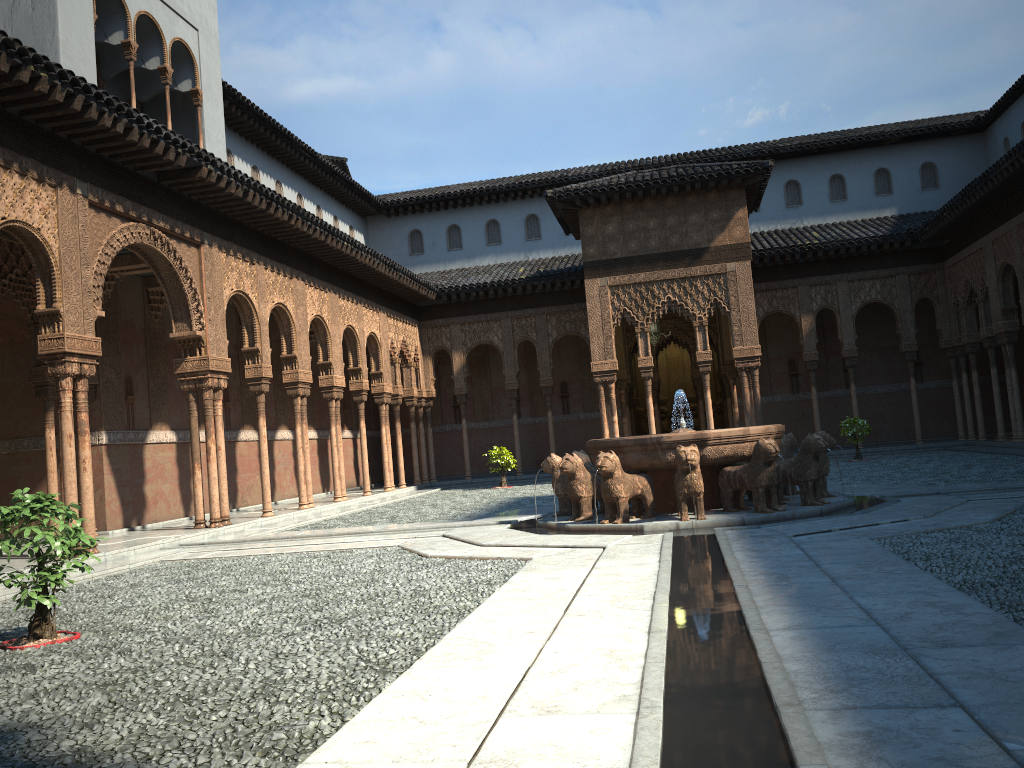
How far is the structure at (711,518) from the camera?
11.4 meters

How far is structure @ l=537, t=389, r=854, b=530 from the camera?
11.4 meters

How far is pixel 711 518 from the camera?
11.4m
